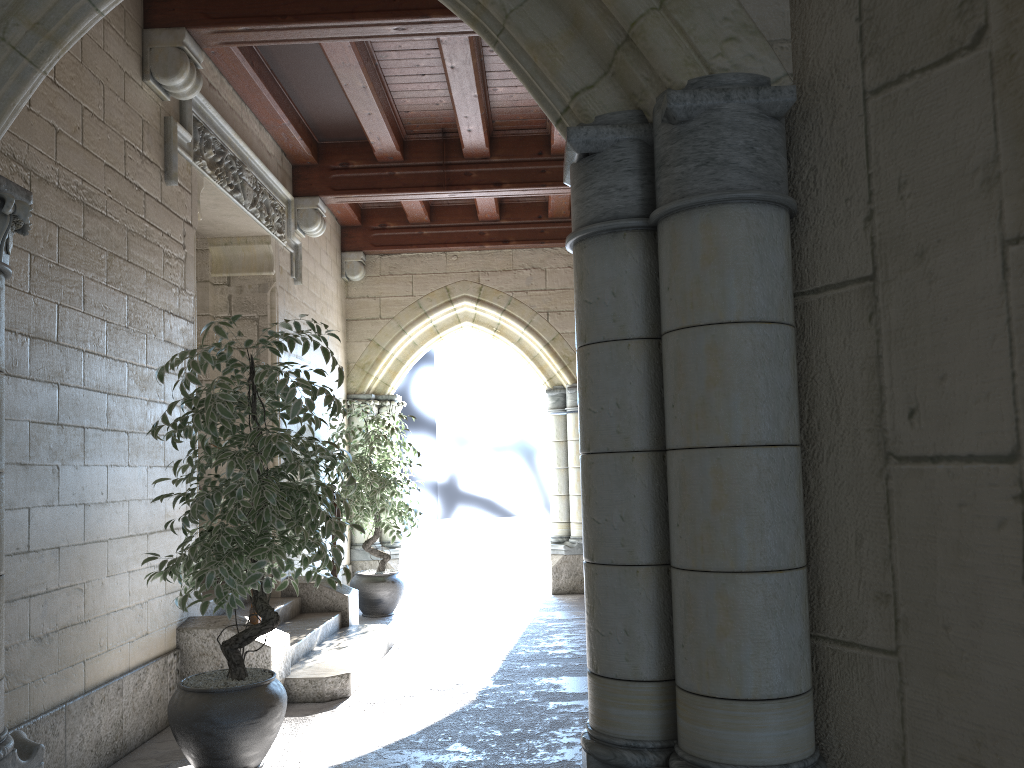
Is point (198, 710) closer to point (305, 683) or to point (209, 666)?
point (209, 666)

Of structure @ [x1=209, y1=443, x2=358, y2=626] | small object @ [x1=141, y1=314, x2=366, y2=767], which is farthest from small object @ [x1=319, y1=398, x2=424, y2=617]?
small object @ [x1=141, y1=314, x2=366, y2=767]

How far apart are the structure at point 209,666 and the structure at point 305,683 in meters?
0.0 m

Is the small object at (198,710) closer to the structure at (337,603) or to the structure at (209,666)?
the structure at (209,666)

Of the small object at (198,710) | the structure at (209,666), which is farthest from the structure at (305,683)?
the small object at (198,710)

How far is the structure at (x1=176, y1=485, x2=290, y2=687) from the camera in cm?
382

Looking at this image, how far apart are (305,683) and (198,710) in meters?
→ 1.1 m

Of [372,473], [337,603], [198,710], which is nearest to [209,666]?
[198,710]

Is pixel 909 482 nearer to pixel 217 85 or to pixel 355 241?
pixel 217 85

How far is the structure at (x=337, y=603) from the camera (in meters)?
5.38
